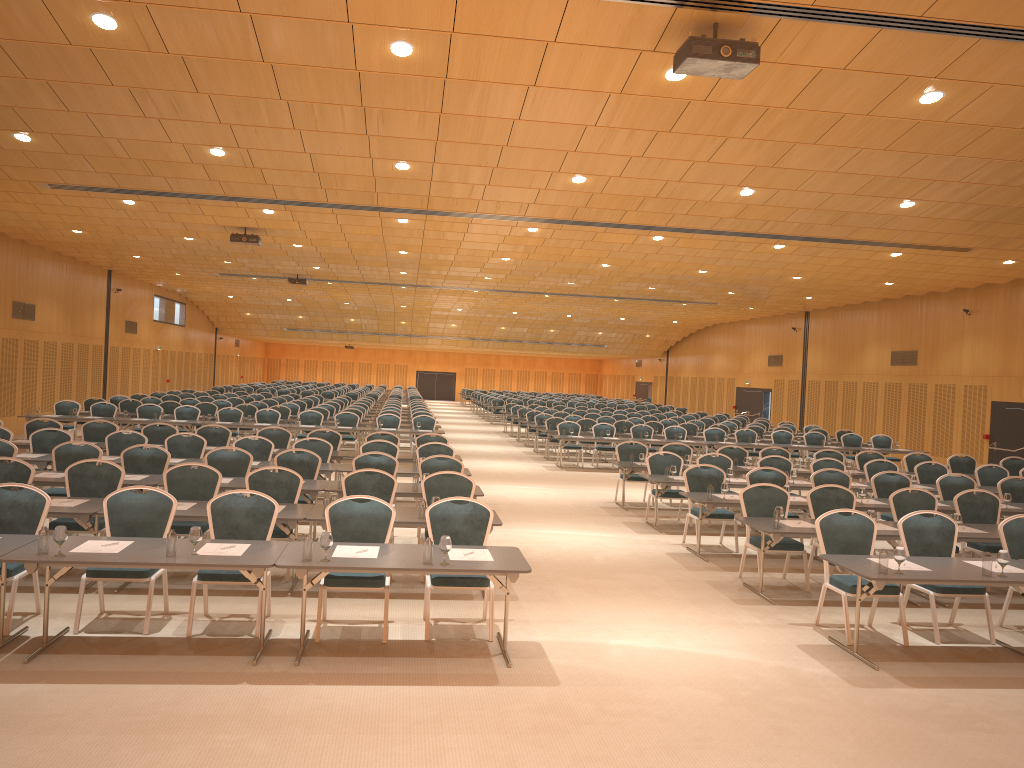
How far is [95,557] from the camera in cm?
636

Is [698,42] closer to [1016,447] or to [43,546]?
[43,546]

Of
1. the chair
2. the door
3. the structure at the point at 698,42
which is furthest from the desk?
the door

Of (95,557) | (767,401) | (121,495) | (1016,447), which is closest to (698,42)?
(95,557)

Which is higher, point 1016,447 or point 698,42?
point 698,42

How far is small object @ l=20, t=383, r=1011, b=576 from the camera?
6.3m

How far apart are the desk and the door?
7.0 meters

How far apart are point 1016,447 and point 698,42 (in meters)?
18.48

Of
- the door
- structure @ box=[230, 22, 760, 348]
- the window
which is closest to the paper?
structure @ box=[230, 22, 760, 348]

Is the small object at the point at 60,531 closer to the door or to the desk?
the desk
